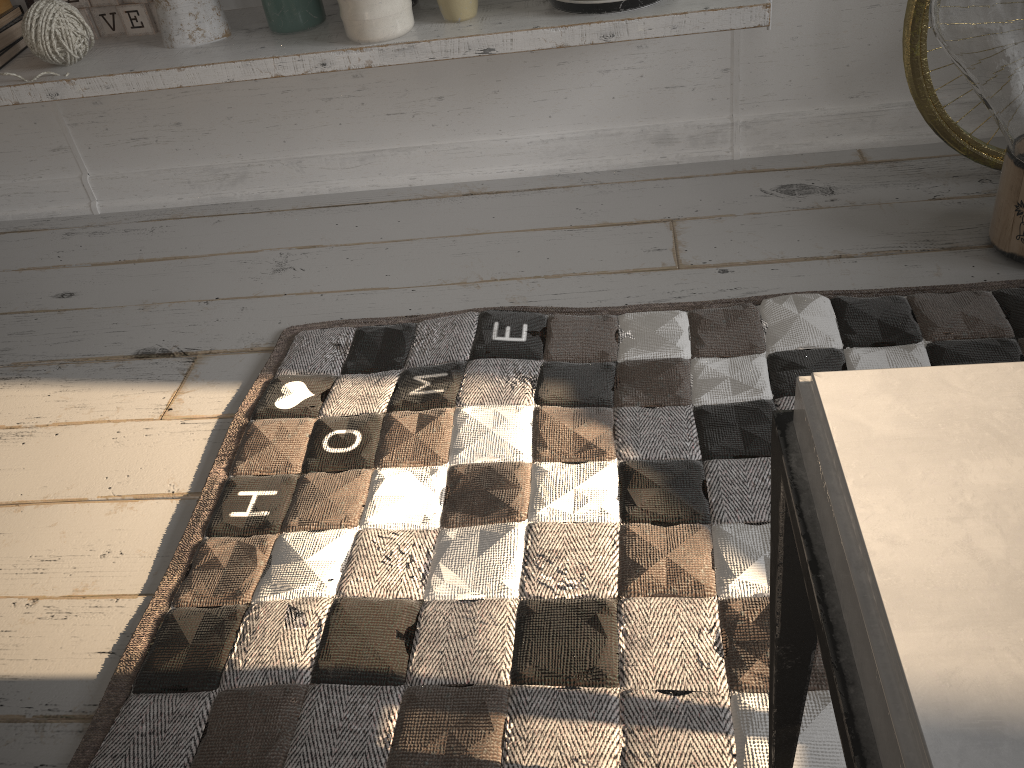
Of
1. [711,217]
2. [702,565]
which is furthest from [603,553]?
[711,217]

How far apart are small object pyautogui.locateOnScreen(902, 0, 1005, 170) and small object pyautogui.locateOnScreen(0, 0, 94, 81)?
1.3 meters

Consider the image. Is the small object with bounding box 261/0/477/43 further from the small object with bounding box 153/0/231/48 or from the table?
the table

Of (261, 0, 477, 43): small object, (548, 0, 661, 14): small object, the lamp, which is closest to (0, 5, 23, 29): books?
(261, 0, 477, 43): small object

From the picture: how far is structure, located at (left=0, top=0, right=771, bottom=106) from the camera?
1.3 meters

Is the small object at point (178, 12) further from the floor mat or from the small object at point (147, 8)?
the floor mat

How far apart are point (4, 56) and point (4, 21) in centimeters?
8cm

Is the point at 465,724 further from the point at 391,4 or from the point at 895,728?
the point at 391,4

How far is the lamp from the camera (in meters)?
1.08

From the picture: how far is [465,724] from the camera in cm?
88
